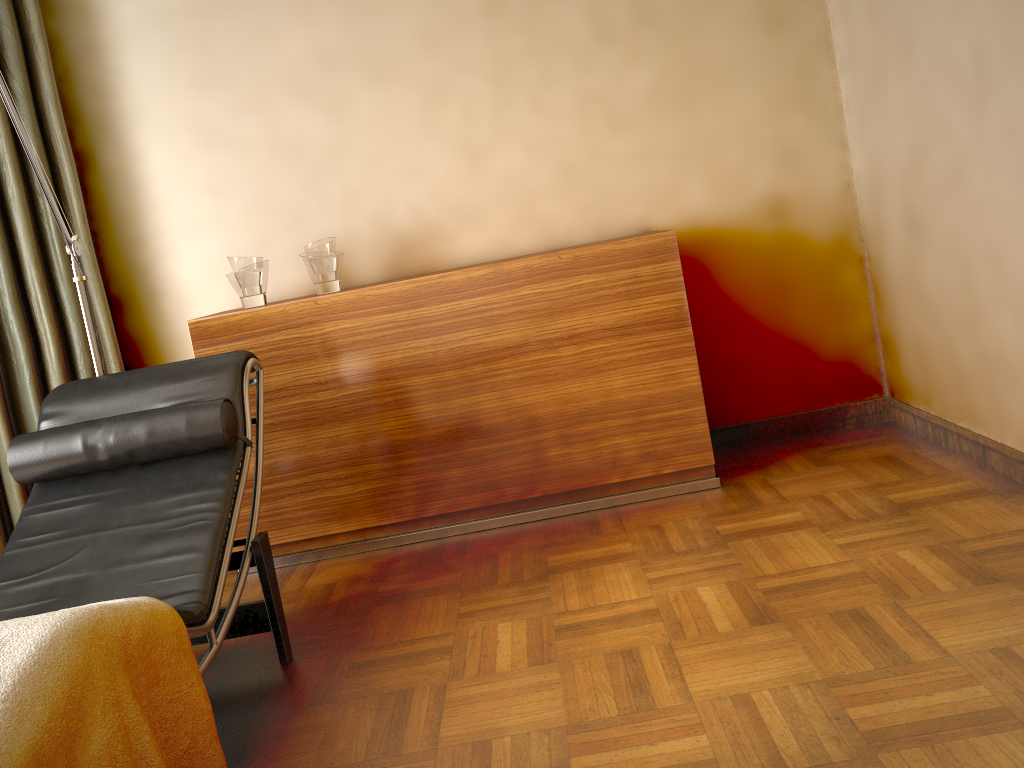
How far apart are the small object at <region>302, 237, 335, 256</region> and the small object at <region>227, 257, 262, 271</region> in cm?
18

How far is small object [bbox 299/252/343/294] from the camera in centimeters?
303cm

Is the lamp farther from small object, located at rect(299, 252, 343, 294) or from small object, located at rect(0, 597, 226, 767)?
small object, located at rect(0, 597, 226, 767)

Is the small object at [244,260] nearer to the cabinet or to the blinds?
the cabinet

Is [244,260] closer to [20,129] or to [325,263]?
[325,263]

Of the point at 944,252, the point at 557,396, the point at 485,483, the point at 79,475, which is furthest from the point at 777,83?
the point at 79,475

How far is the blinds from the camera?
3.0m

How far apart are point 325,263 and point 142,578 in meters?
1.3 m

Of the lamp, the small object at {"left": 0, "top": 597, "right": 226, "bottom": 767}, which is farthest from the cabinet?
the small object at {"left": 0, "top": 597, "right": 226, "bottom": 767}

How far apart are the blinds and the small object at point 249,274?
0.5m
